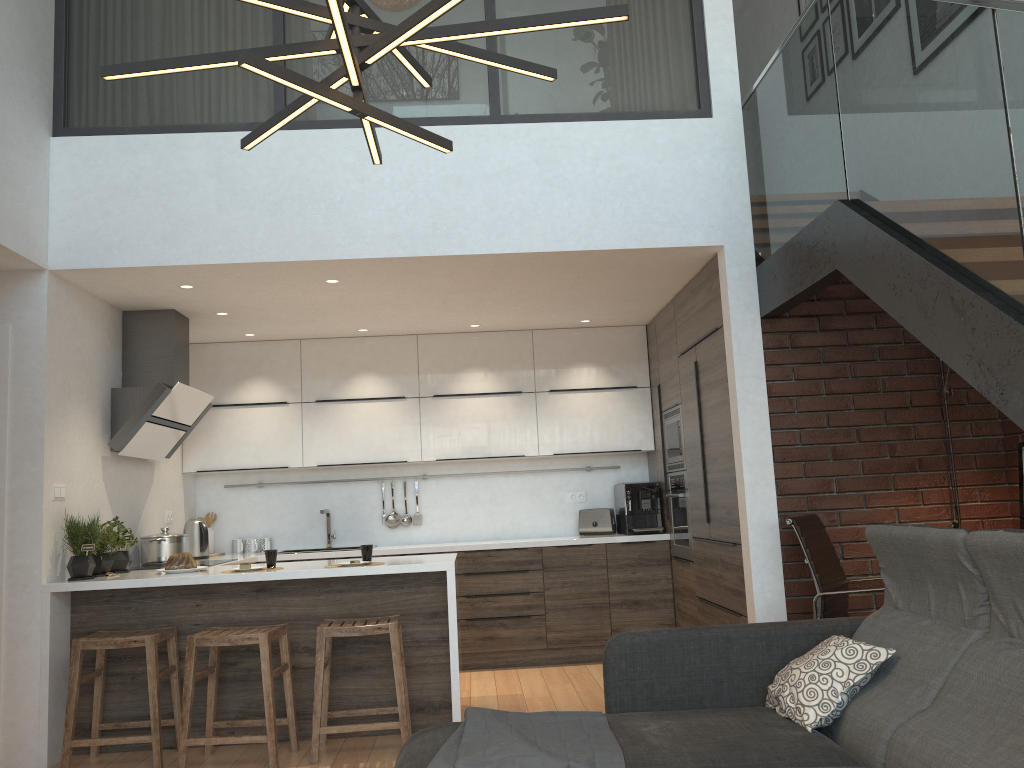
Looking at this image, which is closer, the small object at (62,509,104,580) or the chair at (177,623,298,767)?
the chair at (177,623,298,767)

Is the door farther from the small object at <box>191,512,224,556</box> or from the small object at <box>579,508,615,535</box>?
the small object at <box>579,508,615,535</box>

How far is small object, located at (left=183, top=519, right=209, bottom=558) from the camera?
6.0m

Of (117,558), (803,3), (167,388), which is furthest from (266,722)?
(803,3)

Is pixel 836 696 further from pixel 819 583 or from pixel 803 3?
pixel 803 3

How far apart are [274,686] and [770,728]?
2.7 meters

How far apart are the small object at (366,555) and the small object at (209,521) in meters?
2.6 m

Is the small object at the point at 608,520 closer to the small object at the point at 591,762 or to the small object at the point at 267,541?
the small object at the point at 267,541

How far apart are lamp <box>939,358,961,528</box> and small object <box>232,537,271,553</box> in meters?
4.6 m

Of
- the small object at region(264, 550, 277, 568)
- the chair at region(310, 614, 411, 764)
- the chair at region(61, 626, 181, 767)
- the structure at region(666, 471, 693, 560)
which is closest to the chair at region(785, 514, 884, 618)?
the structure at region(666, 471, 693, 560)
